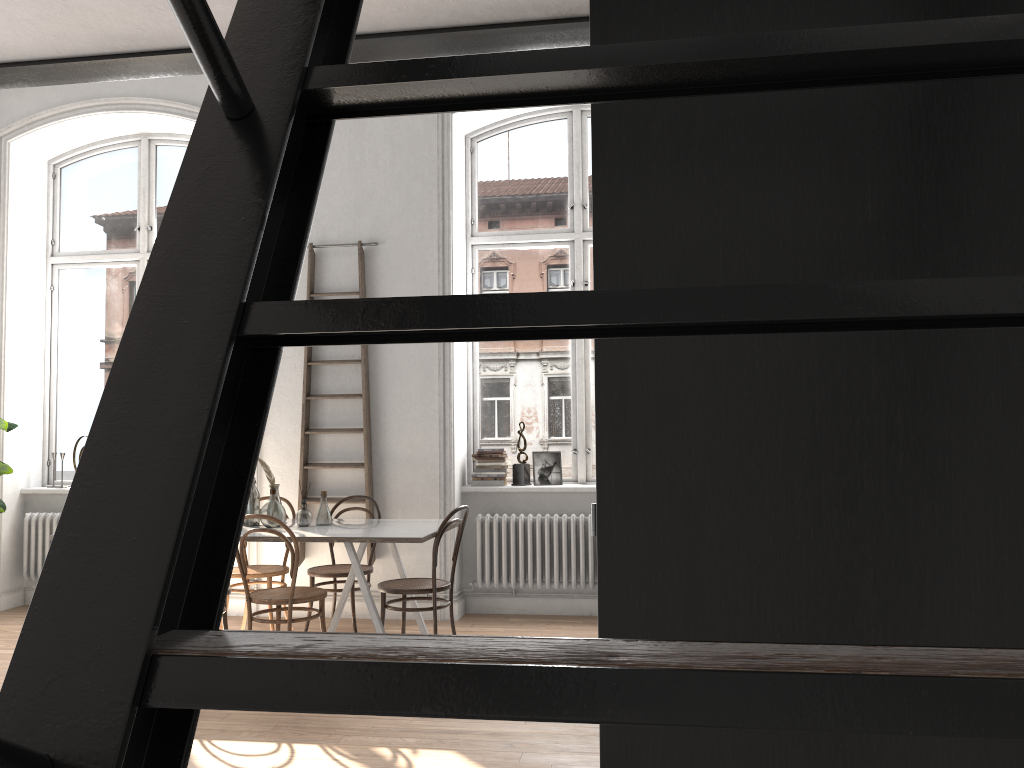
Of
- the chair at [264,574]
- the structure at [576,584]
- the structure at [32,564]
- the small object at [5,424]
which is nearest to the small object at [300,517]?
the chair at [264,574]

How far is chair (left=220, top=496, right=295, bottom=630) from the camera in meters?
5.8

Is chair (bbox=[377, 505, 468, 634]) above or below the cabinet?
below

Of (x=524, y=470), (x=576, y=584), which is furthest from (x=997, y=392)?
(x=524, y=470)

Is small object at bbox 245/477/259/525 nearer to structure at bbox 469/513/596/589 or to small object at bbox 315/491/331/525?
small object at bbox 315/491/331/525

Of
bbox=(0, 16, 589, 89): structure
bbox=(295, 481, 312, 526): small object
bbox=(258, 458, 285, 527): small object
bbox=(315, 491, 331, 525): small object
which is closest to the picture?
bbox=(315, 491, 331, 525): small object

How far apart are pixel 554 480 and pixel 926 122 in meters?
5.7

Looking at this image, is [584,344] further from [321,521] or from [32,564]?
[32,564]

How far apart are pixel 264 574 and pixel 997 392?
5.3 meters

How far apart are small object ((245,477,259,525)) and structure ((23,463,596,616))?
2.5m
